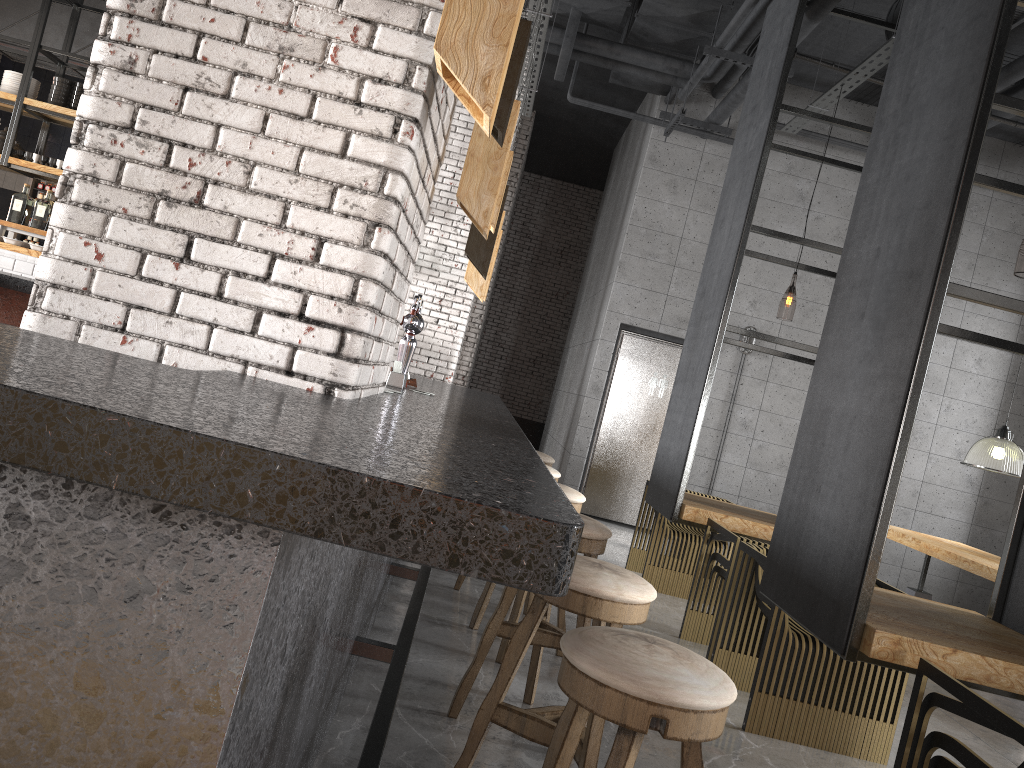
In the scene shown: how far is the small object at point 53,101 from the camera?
8.86m

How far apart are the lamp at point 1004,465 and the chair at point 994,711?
5.42m

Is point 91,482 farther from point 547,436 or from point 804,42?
point 547,436

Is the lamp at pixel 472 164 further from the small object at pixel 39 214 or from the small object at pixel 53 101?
the small object at pixel 53 101

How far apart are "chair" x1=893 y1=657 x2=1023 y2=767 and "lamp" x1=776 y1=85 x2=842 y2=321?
8.2m

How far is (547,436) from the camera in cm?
1249

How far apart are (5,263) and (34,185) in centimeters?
436cm

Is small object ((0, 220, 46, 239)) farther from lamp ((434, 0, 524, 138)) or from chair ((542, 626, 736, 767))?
chair ((542, 626, 736, 767))

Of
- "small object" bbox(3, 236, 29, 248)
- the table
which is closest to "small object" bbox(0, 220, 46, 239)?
"small object" bbox(3, 236, 29, 248)

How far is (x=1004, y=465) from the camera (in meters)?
7.31
